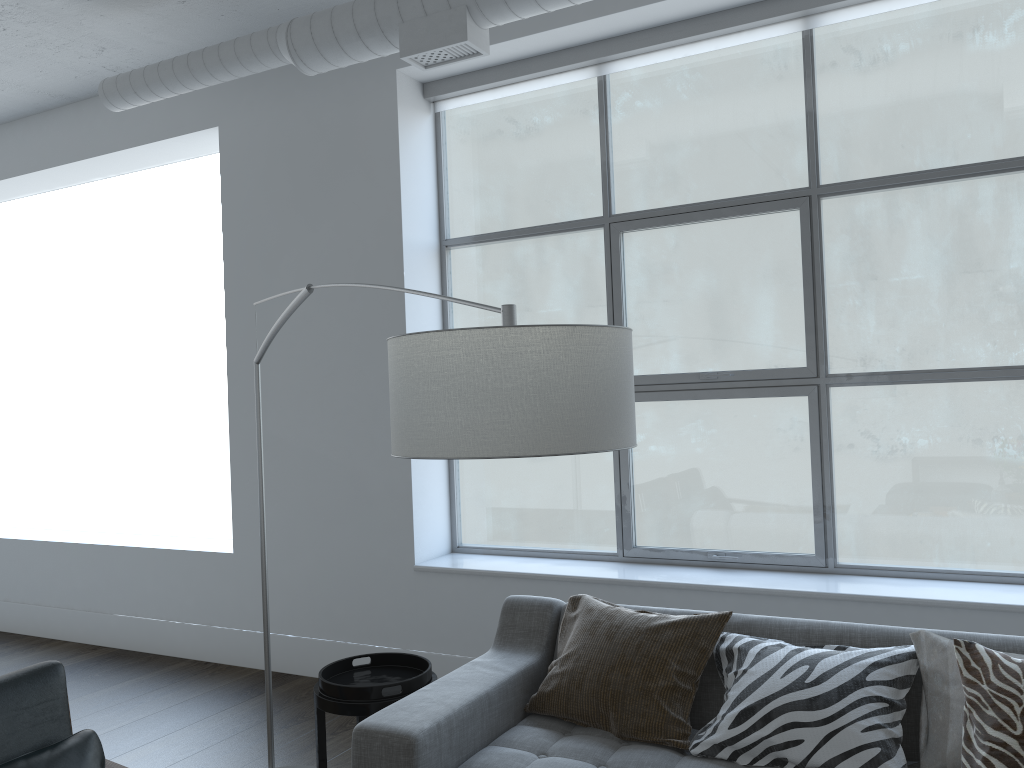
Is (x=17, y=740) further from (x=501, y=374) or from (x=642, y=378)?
(x=642, y=378)

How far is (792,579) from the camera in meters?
3.5 m

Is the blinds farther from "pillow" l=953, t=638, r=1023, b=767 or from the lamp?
"pillow" l=953, t=638, r=1023, b=767

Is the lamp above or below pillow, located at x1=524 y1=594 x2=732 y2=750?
above

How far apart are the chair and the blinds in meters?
3.1 m

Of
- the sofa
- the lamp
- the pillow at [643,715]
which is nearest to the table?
the sofa

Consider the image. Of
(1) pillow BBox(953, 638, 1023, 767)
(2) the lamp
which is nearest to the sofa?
(1) pillow BBox(953, 638, 1023, 767)

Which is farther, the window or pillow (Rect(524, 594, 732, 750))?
the window

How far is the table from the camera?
2.57m

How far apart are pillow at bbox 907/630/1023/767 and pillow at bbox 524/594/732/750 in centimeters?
49cm
